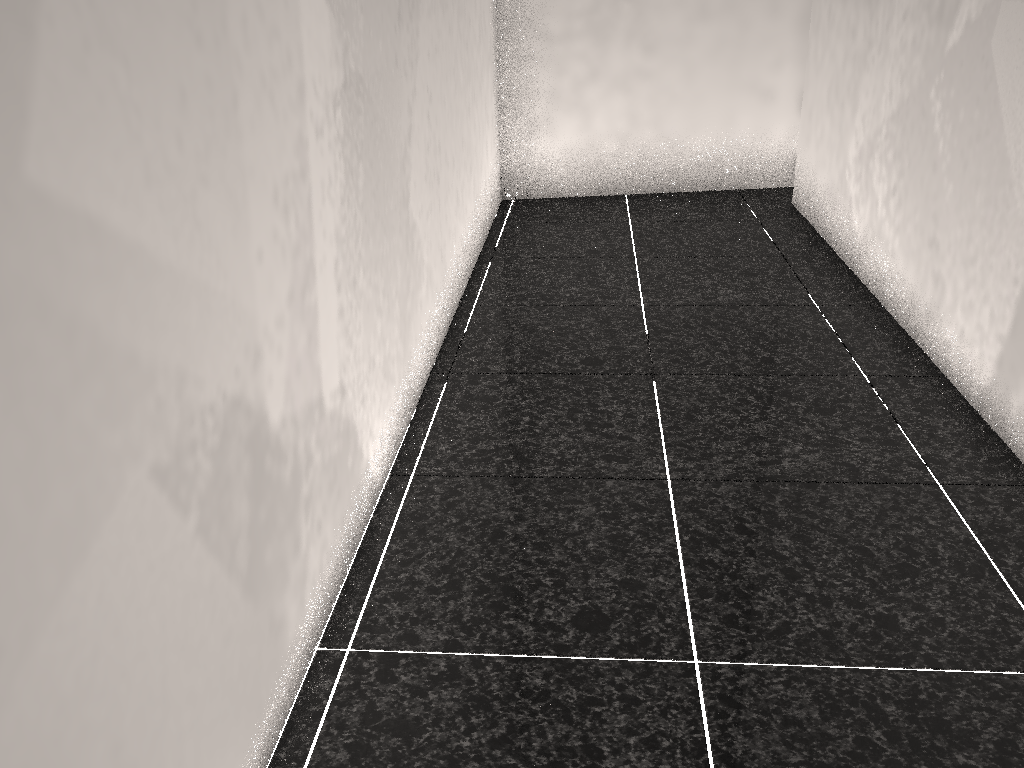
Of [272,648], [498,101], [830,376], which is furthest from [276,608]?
[498,101]
